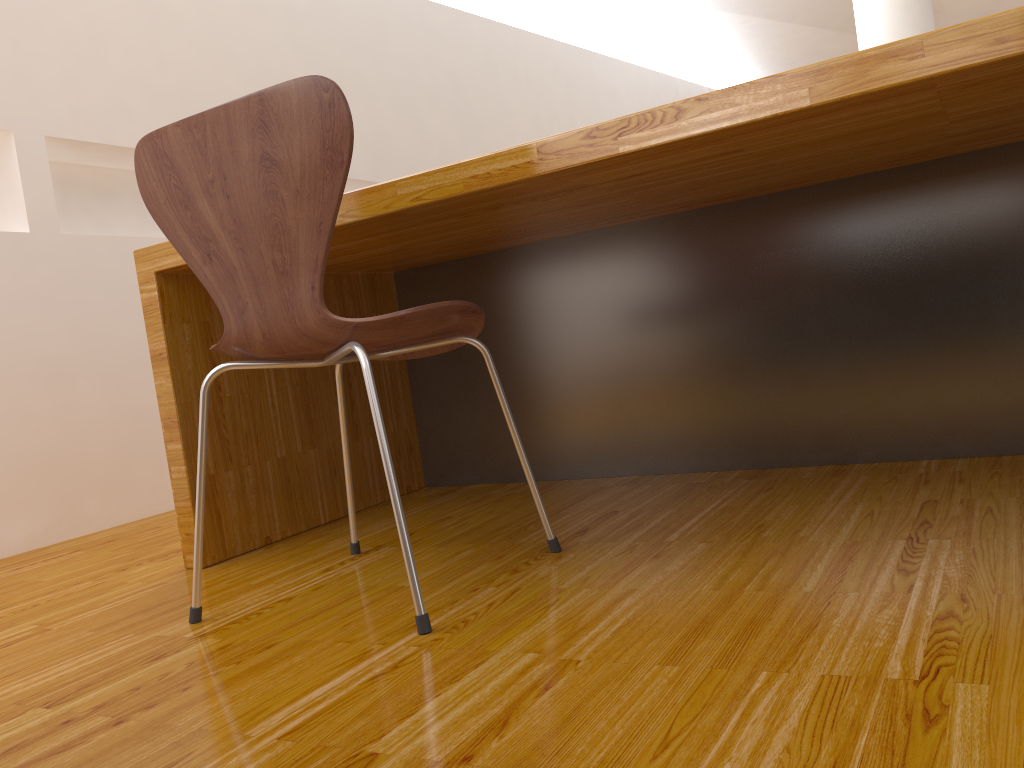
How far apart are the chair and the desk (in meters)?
0.16

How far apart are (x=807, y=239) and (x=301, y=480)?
1.2m

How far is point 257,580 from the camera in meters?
1.5 m

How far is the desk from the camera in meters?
1.2 m

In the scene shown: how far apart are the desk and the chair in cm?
16

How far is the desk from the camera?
1.19m

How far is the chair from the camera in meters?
→ 1.1 m

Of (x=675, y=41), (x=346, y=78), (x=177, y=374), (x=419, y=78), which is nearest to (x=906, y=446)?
(x=177, y=374)

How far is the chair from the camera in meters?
1.1
